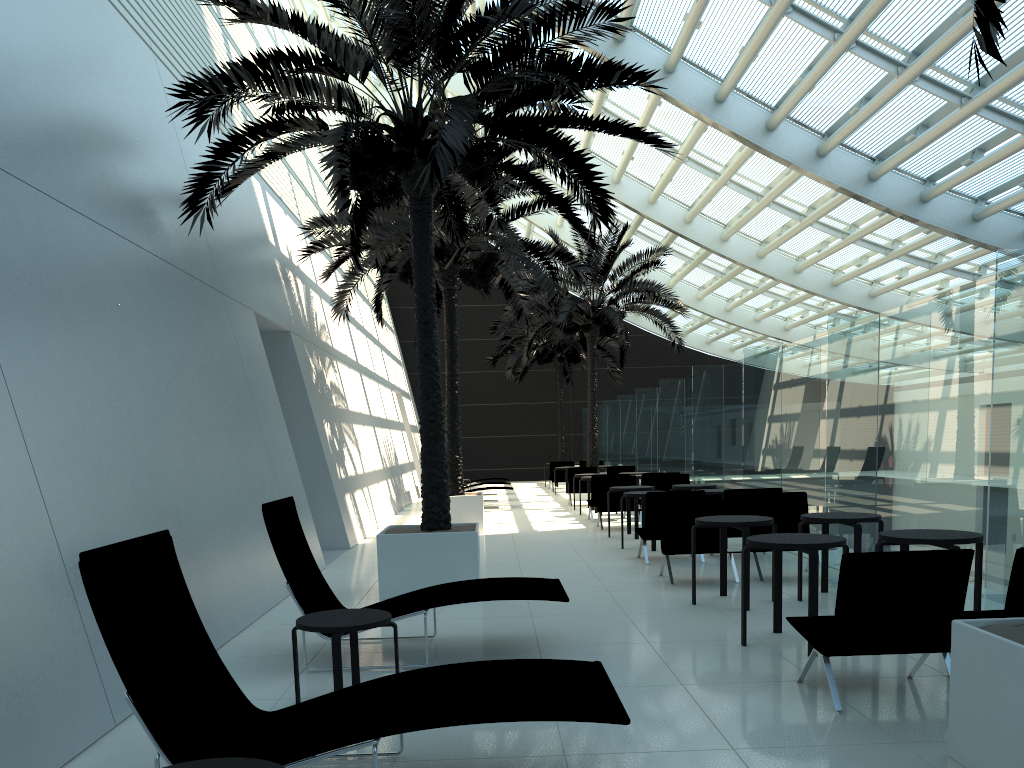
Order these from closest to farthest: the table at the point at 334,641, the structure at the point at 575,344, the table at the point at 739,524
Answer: the table at the point at 334,641 → the table at the point at 739,524 → the structure at the point at 575,344

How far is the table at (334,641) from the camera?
4.7m

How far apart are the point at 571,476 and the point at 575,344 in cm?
981

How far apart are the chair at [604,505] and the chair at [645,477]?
1.0m

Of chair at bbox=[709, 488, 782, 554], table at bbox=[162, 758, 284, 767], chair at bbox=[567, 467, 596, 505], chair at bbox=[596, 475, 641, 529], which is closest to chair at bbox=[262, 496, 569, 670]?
table at bbox=[162, 758, 284, 767]

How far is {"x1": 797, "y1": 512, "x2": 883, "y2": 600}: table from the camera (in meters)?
7.46

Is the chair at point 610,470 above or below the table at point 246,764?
above

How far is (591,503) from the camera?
16.10m

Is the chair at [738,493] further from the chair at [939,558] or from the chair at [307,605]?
the chair at [939,558]

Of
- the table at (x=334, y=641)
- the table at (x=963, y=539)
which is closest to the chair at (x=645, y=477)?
the table at (x=963, y=539)
